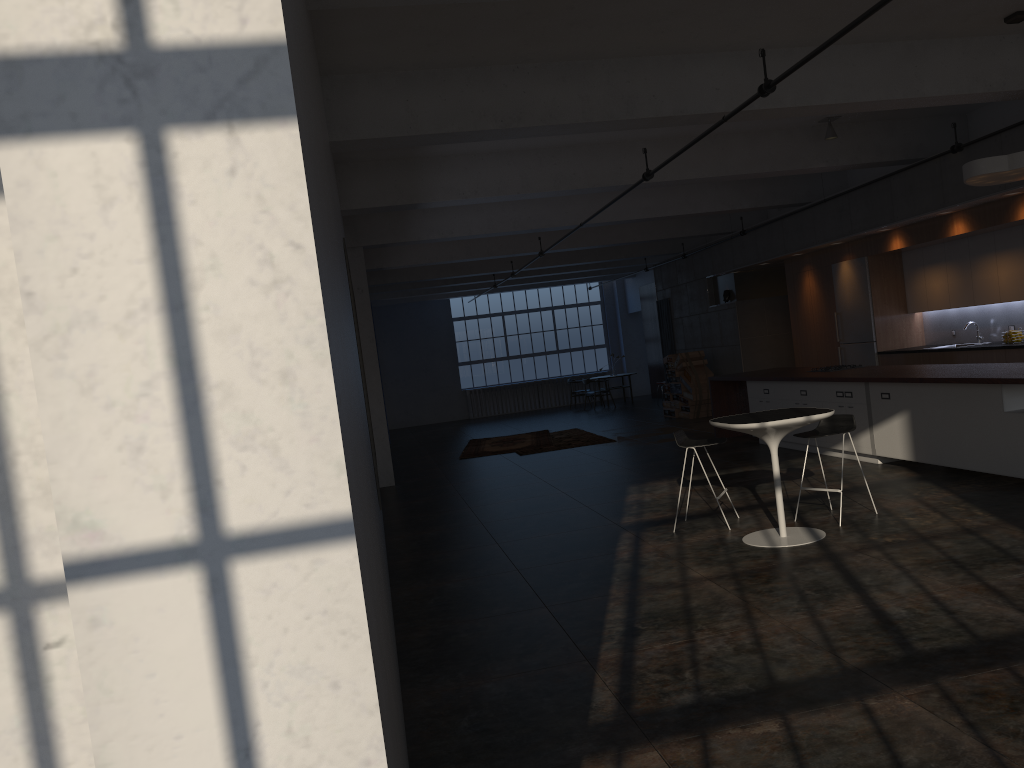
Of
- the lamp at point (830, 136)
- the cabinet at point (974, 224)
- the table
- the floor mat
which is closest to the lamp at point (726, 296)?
the cabinet at point (974, 224)

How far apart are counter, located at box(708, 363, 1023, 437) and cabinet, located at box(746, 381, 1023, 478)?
0.1m

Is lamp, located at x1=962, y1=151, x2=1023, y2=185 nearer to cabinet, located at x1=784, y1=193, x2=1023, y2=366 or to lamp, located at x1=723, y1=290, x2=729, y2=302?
cabinet, located at x1=784, y1=193, x2=1023, y2=366

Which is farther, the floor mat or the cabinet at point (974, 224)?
the floor mat

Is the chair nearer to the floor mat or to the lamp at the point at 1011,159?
the lamp at the point at 1011,159

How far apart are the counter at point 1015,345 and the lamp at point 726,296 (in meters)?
5.09

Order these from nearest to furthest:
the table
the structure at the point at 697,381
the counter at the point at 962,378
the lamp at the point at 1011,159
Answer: the table
the lamp at the point at 1011,159
the counter at the point at 962,378
the structure at the point at 697,381

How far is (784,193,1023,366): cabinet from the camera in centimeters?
1041cm

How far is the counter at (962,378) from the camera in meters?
7.6 m

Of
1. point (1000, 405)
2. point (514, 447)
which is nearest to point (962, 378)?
point (1000, 405)
